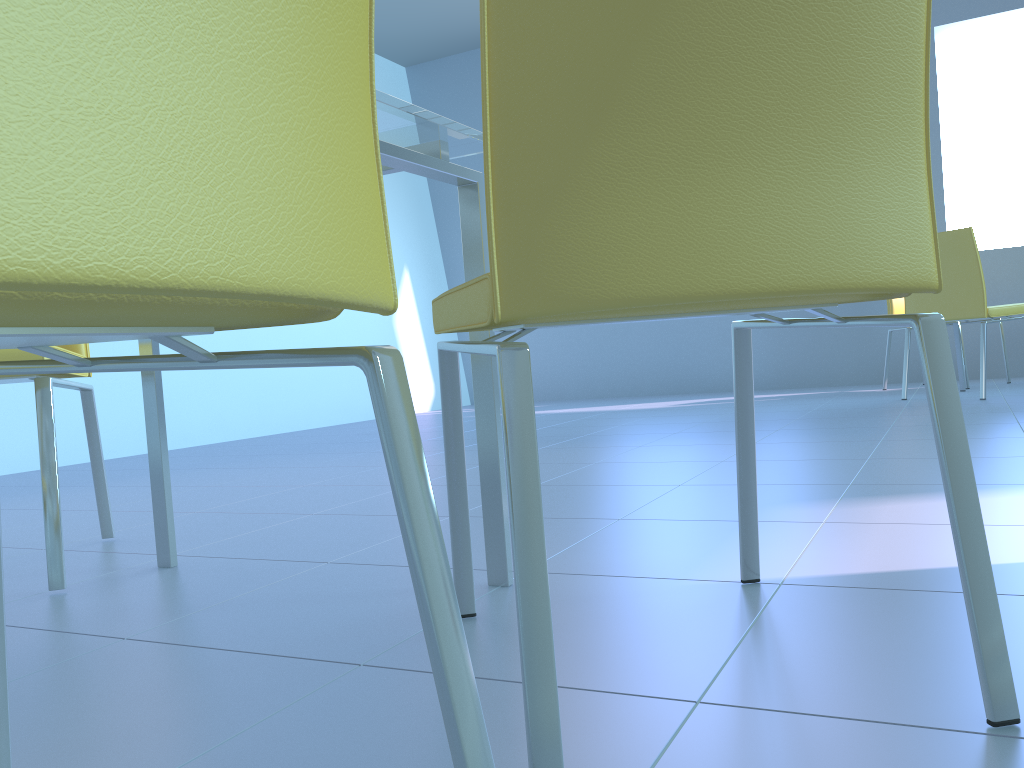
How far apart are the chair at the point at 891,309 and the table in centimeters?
393cm

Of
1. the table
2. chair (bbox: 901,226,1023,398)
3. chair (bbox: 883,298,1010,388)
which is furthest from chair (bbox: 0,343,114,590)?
chair (bbox: 883,298,1010,388)

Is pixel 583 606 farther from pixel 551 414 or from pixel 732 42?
pixel 551 414

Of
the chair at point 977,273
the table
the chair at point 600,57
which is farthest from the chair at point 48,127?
the chair at point 977,273

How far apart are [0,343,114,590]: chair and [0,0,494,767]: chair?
0.7 meters

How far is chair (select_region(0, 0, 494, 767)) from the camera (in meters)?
0.27

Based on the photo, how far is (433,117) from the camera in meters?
1.0 m

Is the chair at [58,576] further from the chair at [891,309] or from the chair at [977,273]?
the chair at [891,309]

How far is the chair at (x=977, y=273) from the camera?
3.59m

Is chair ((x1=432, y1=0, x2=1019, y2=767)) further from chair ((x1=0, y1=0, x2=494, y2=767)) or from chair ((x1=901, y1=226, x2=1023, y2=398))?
chair ((x1=901, y1=226, x2=1023, y2=398))
